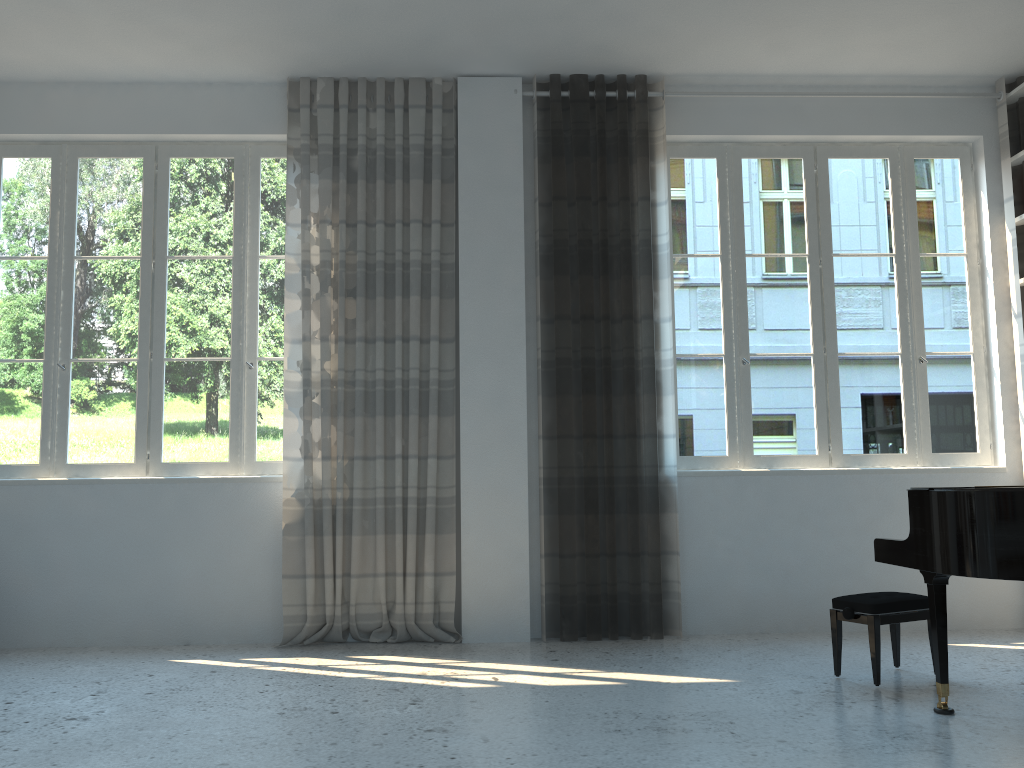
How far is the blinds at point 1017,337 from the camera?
5.1m

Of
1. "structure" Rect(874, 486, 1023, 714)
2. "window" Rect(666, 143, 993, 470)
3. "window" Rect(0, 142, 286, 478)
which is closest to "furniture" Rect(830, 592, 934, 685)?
"structure" Rect(874, 486, 1023, 714)

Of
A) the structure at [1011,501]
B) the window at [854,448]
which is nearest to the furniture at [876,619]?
the structure at [1011,501]

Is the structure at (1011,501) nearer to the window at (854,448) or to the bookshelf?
the window at (854,448)

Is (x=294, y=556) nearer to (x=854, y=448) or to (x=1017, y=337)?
(x=854, y=448)

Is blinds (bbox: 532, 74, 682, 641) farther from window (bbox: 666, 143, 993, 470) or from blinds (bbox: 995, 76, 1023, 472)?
blinds (bbox: 995, 76, 1023, 472)

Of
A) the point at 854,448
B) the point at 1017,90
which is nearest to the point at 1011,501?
the point at 854,448

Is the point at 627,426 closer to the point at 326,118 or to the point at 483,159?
the point at 483,159

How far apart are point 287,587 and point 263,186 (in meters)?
2.35

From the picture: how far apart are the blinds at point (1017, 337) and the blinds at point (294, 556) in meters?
3.3
